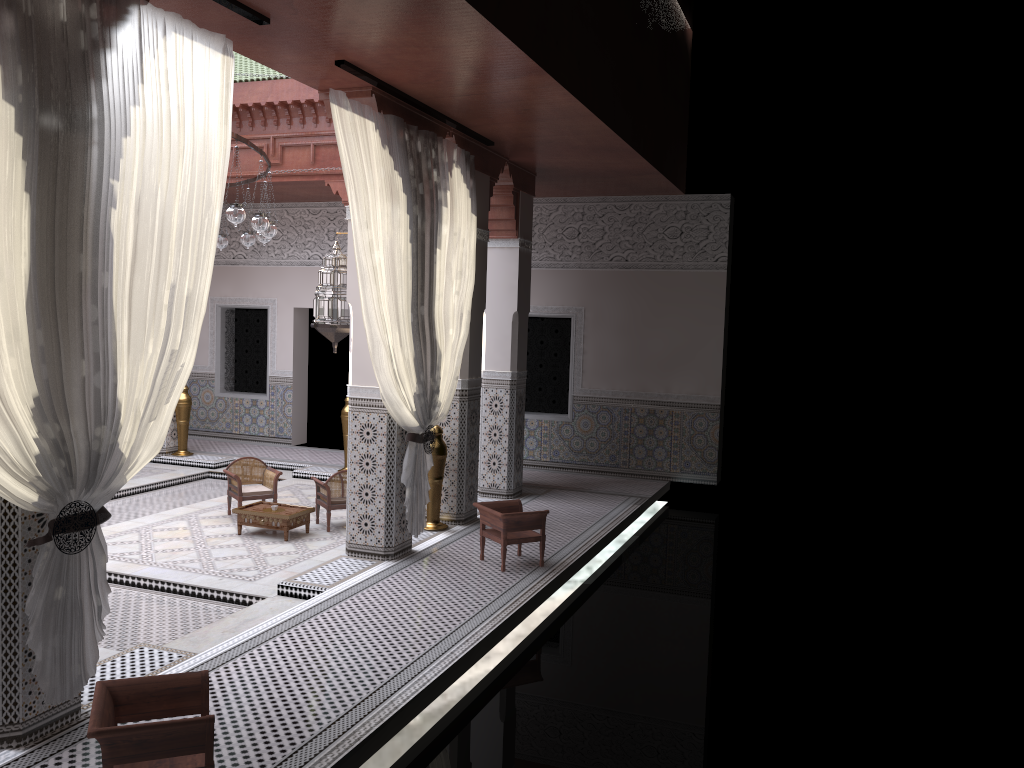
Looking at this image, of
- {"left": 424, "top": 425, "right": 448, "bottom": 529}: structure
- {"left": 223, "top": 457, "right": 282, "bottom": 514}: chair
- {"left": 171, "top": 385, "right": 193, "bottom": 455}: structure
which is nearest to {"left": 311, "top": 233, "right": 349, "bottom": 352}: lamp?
{"left": 424, "top": 425, "right": 448, "bottom": 529}: structure

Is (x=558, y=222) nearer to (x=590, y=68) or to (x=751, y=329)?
(x=751, y=329)

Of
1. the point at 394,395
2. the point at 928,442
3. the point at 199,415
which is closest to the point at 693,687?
the point at 394,395

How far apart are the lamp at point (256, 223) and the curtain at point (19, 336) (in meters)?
1.27

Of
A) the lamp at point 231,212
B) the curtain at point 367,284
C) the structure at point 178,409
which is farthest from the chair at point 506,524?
the structure at point 178,409

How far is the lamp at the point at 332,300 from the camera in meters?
3.8 m

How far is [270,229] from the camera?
4.2 meters

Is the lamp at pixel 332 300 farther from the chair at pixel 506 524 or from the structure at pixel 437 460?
the chair at pixel 506 524

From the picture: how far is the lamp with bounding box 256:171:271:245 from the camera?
4.5 meters

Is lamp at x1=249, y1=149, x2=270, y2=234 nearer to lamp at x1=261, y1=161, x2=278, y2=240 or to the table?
lamp at x1=261, y1=161, x2=278, y2=240
